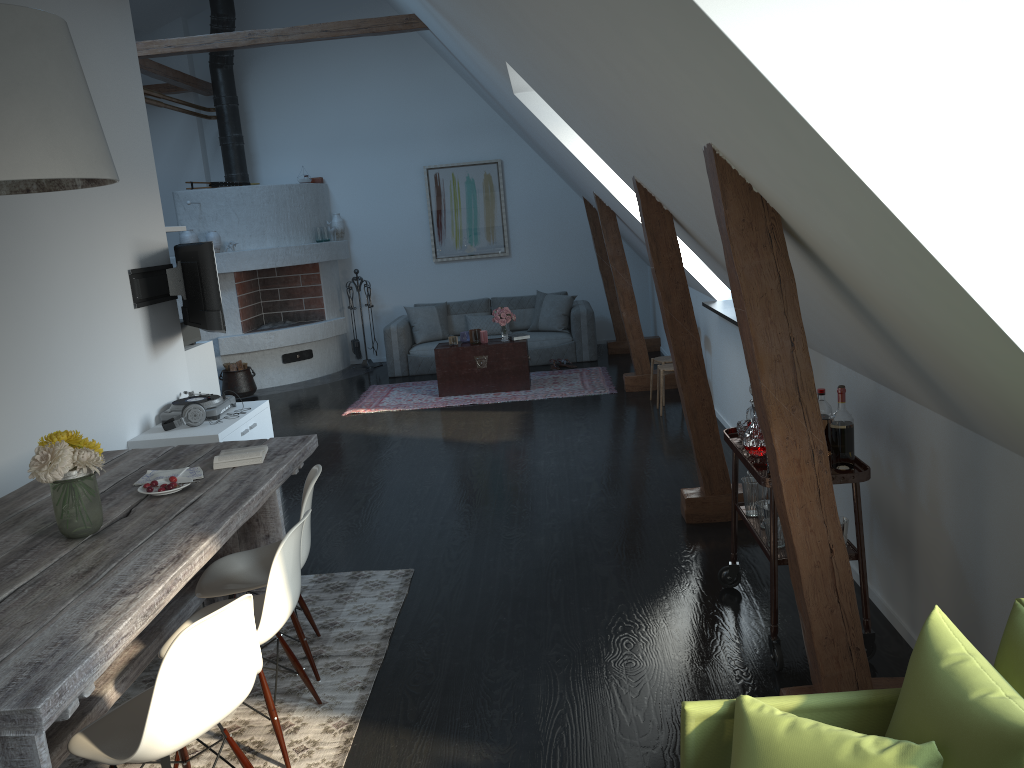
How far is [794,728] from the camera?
1.8 meters

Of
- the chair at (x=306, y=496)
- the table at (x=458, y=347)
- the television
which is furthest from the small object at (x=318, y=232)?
the chair at (x=306, y=496)

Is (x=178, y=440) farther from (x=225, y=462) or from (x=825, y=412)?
(x=825, y=412)

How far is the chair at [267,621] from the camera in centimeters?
284cm

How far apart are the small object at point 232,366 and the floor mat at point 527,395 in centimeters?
152cm

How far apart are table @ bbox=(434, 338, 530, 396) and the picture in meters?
2.5 m

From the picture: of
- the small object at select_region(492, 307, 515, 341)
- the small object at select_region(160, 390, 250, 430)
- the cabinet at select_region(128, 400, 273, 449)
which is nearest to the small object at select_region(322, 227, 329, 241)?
the small object at select_region(492, 307, 515, 341)

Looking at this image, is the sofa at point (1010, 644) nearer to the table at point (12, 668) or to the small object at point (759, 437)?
the table at point (12, 668)

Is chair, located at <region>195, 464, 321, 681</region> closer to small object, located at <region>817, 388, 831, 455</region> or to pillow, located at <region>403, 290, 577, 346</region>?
small object, located at <region>817, 388, 831, 455</region>

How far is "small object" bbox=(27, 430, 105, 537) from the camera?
2.9 meters
